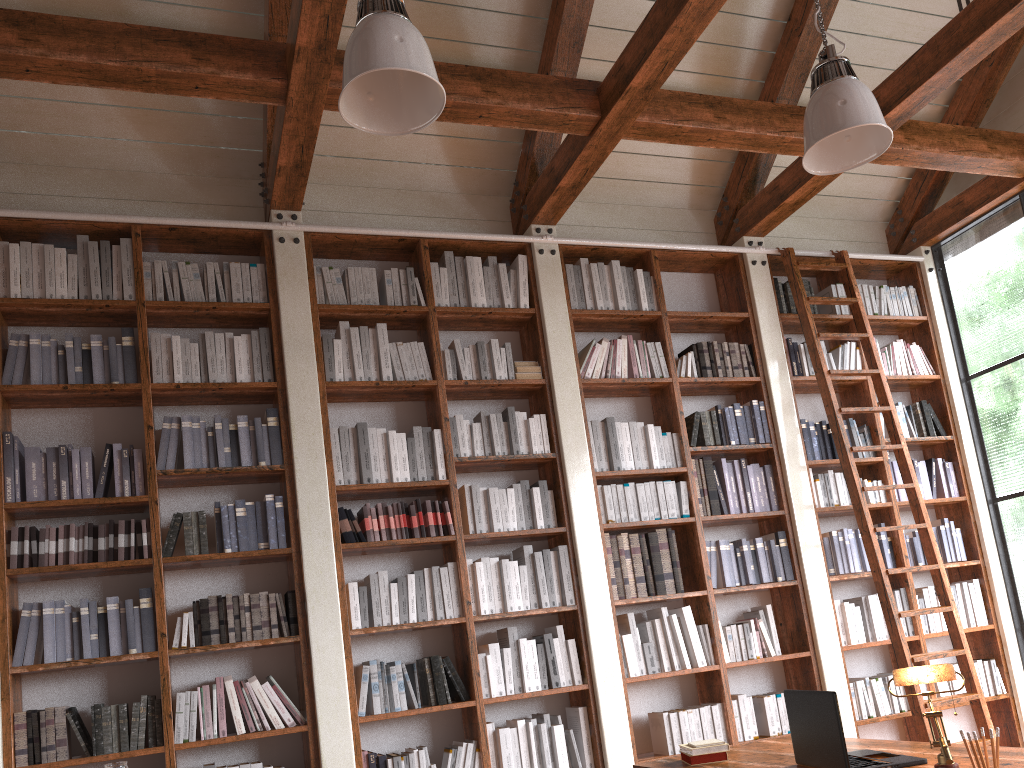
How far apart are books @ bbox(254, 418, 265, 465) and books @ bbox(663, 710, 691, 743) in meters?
2.6

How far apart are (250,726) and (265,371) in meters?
1.7 m

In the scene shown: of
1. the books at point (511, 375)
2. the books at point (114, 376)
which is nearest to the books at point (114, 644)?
the books at point (114, 376)

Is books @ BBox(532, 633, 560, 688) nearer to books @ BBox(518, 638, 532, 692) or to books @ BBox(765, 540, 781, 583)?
books @ BBox(518, 638, 532, 692)

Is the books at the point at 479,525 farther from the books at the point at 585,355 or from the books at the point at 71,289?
the books at the point at 71,289

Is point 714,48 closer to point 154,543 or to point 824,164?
point 824,164

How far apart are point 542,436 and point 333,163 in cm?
204

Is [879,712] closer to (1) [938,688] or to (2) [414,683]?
(1) [938,688]

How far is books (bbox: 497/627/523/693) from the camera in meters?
4.5 m

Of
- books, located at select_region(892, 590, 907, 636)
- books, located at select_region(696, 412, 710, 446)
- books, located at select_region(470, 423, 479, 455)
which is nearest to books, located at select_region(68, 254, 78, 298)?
books, located at select_region(470, 423, 479, 455)
